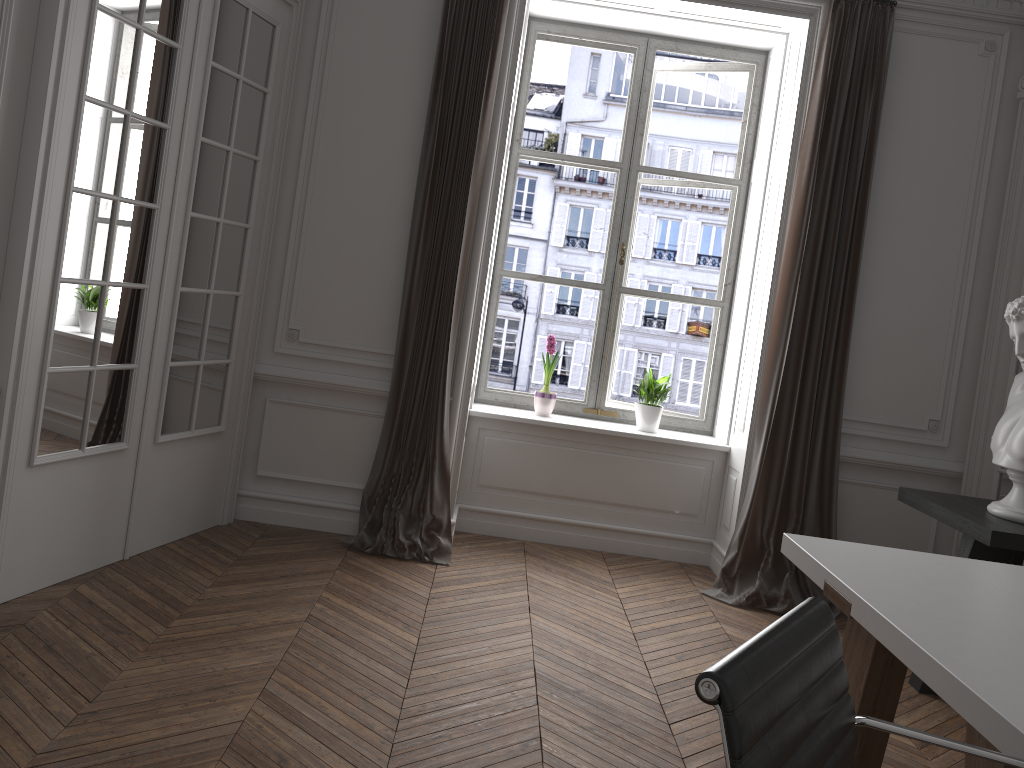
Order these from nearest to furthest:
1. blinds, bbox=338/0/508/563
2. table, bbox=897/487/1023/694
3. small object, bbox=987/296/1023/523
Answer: table, bbox=897/487/1023/694 → small object, bbox=987/296/1023/523 → blinds, bbox=338/0/508/563

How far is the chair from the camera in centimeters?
108cm

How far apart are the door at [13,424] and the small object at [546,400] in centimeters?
161cm

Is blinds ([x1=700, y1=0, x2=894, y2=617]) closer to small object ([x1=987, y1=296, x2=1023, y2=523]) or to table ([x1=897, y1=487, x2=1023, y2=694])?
Result: table ([x1=897, y1=487, x2=1023, y2=694])

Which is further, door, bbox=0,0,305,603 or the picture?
the picture

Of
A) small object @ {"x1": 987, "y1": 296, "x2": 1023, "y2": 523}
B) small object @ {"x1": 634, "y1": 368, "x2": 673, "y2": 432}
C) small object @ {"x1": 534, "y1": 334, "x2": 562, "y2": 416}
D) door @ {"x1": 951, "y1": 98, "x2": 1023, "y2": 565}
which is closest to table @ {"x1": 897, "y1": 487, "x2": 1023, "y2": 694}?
small object @ {"x1": 987, "y1": 296, "x2": 1023, "y2": 523}

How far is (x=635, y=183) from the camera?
5.2m

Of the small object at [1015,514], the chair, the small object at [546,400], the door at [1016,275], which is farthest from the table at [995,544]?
the chair

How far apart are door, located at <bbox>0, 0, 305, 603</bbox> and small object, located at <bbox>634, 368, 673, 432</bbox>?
2.14m

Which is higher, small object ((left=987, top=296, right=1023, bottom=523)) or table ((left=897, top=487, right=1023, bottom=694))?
small object ((left=987, top=296, right=1023, bottom=523))
